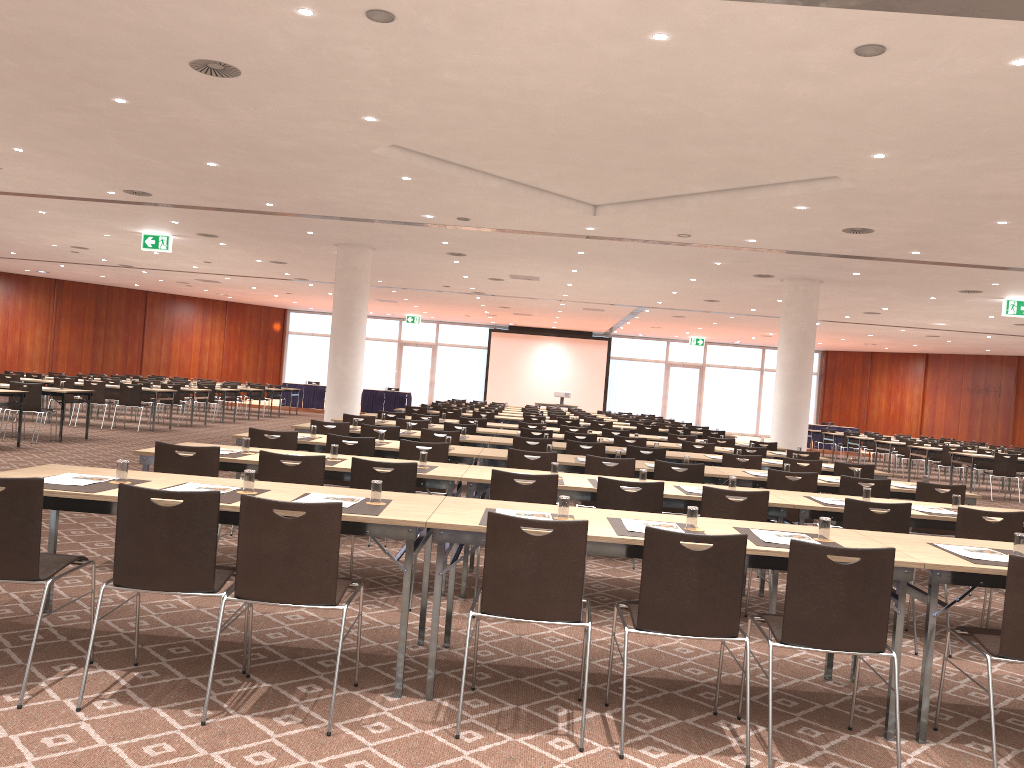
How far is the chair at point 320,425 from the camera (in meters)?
9.78

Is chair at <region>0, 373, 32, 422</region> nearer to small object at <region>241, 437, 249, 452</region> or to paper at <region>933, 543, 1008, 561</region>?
small object at <region>241, 437, 249, 452</region>

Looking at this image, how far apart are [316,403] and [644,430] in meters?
16.6

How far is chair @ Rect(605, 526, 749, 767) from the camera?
3.7 meters

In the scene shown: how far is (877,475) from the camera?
10.0 meters

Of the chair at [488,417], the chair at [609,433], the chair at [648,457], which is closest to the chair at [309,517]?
the chair at [648,457]

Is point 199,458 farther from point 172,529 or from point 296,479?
point 172,529

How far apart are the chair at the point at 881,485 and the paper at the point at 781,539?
3.5 meters

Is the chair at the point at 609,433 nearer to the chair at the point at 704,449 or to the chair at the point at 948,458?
the chair at the point at 704,449

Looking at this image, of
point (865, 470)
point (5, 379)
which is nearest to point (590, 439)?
point (865, 470)
